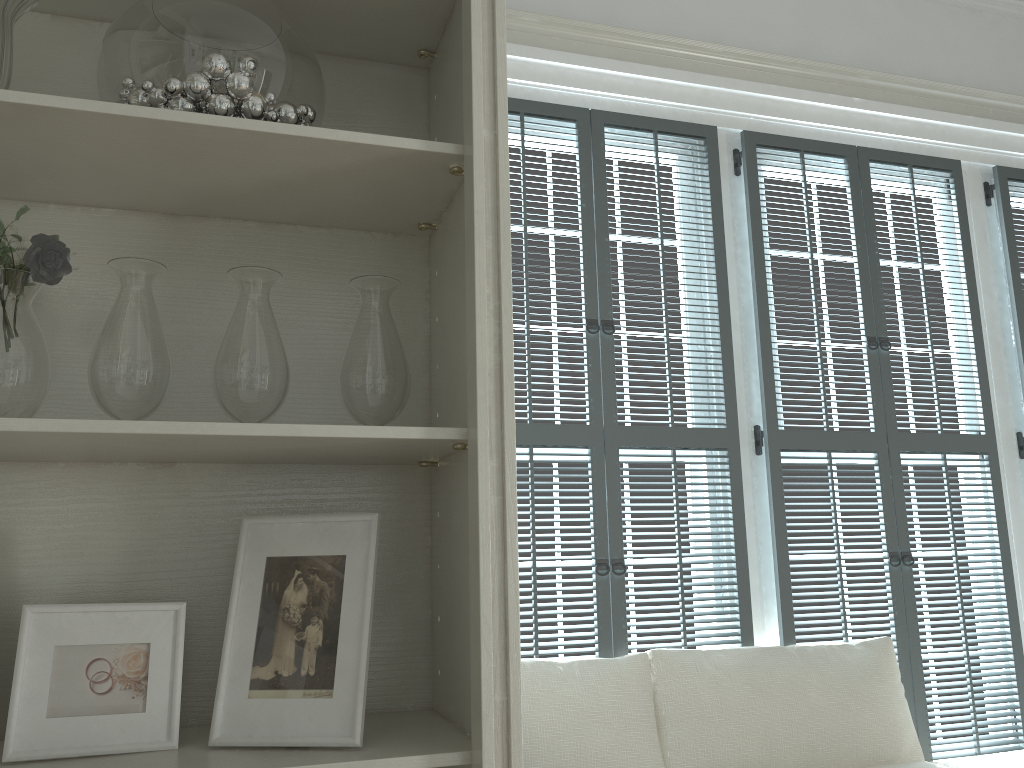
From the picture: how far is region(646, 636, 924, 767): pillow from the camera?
2.3 meters

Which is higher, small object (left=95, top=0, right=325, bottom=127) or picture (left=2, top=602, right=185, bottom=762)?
small object (left=95, top=0, right=325, bottom=127)

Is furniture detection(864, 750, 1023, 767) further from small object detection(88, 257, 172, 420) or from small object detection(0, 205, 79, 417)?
small object detection(0, 205, 79, 417)

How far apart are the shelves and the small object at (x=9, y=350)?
0.1m

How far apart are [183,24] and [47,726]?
0.9 meters

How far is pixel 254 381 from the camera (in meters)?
1.24

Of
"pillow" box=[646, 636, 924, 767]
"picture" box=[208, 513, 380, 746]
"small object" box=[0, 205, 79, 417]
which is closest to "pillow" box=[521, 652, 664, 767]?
"pillow" box=[646, 636, 924, 767]

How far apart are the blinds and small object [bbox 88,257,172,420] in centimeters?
127cm

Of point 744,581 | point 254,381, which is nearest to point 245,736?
point 254,381

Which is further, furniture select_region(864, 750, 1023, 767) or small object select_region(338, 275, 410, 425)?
furniture select_region(864, 750, 1023, 767)
